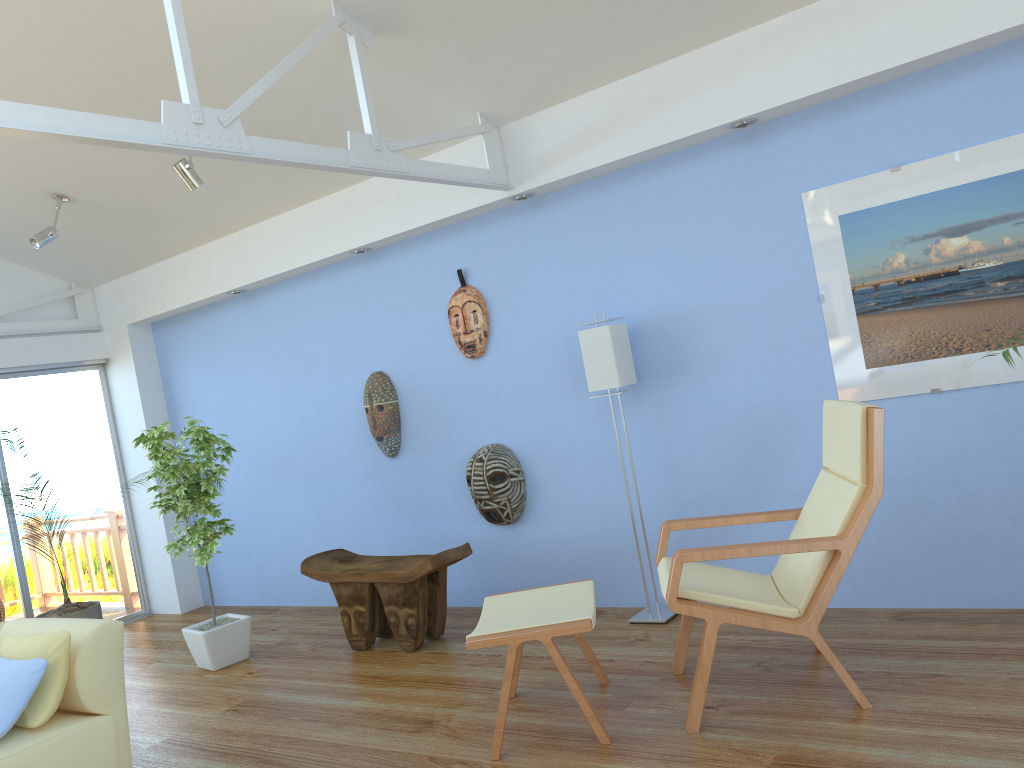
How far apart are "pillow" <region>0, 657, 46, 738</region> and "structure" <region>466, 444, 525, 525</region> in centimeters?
228cm

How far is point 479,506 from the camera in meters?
4.9

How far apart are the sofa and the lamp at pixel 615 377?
2.3 meters

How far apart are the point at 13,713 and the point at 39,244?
3.1 meters

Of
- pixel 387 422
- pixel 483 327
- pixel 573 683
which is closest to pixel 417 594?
pixel 387 422

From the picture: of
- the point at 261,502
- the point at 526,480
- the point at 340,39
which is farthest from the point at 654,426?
the point at 261,502

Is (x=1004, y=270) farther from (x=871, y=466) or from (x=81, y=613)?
(x=81, y=613)

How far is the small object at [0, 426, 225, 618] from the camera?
5.4m

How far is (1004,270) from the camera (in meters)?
3.46

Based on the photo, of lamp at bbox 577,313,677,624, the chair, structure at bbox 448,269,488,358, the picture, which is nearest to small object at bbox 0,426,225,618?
structure at bbox 448,269,488,358
